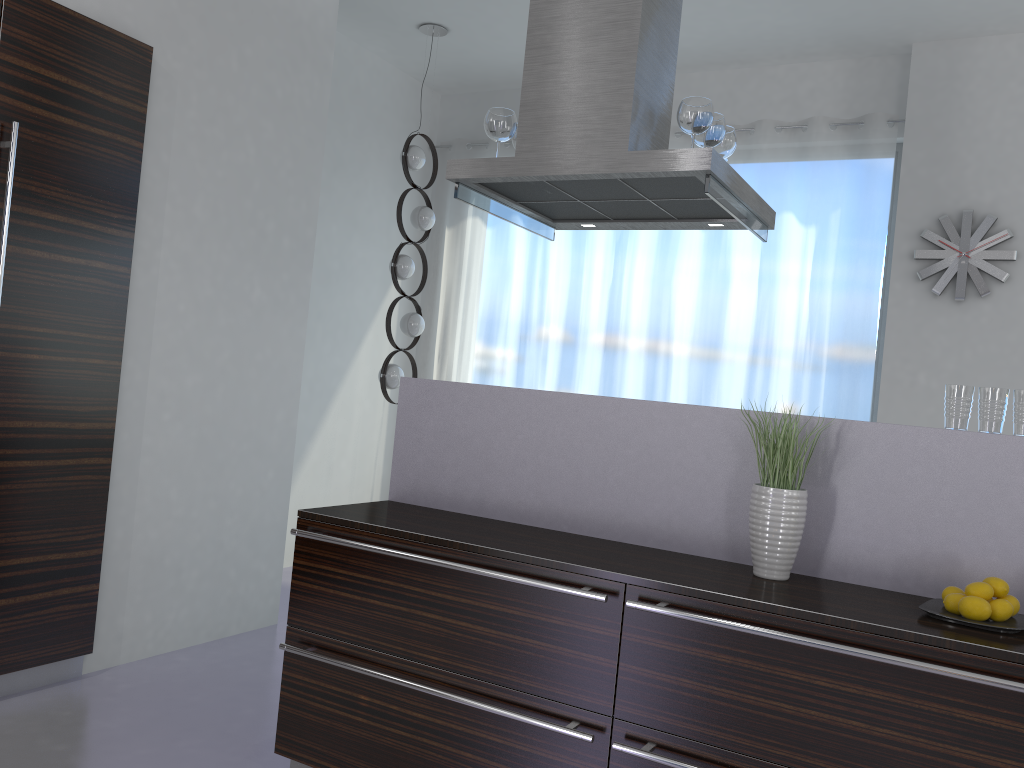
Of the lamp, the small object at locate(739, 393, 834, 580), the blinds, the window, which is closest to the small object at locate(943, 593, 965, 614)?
the small object at locate(739, 393, 834, 580)

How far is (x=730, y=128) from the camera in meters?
3.2

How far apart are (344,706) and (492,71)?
4.8 meters

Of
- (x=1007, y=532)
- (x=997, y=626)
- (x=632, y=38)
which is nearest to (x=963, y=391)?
(x=1007, y=532)

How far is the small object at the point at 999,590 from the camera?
2.1m

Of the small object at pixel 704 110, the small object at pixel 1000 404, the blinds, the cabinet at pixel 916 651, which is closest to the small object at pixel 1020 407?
the small object at pixel 1000 404

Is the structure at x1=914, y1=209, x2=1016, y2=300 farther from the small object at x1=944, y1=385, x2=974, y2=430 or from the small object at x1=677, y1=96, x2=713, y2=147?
the small object at x1=944, y1=385, x2=974, y2=430

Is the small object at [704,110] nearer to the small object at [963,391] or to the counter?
the counter

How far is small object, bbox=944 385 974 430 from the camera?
2.3 meters

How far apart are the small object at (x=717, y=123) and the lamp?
2.6 meters
